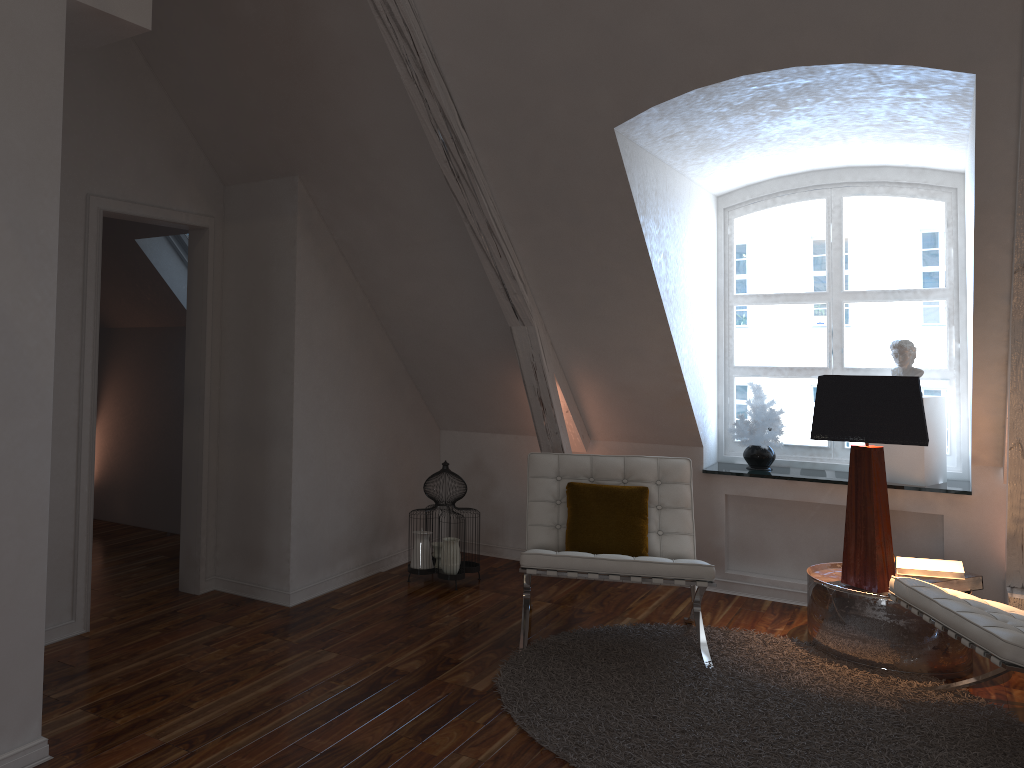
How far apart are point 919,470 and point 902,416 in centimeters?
80cm

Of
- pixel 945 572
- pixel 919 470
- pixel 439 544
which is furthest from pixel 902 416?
pixel 439 544

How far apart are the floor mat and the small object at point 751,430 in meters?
1.0

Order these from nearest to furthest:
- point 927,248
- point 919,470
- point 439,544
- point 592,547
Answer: point 592,547, point 919,470, point 439,544, point 927,248

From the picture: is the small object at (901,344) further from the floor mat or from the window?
the floor mat

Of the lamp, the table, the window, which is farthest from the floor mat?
the window

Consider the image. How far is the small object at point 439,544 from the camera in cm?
410

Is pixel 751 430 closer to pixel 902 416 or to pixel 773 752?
pixel 902 416

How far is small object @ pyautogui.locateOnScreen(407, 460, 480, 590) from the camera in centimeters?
410cm

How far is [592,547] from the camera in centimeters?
360cm
